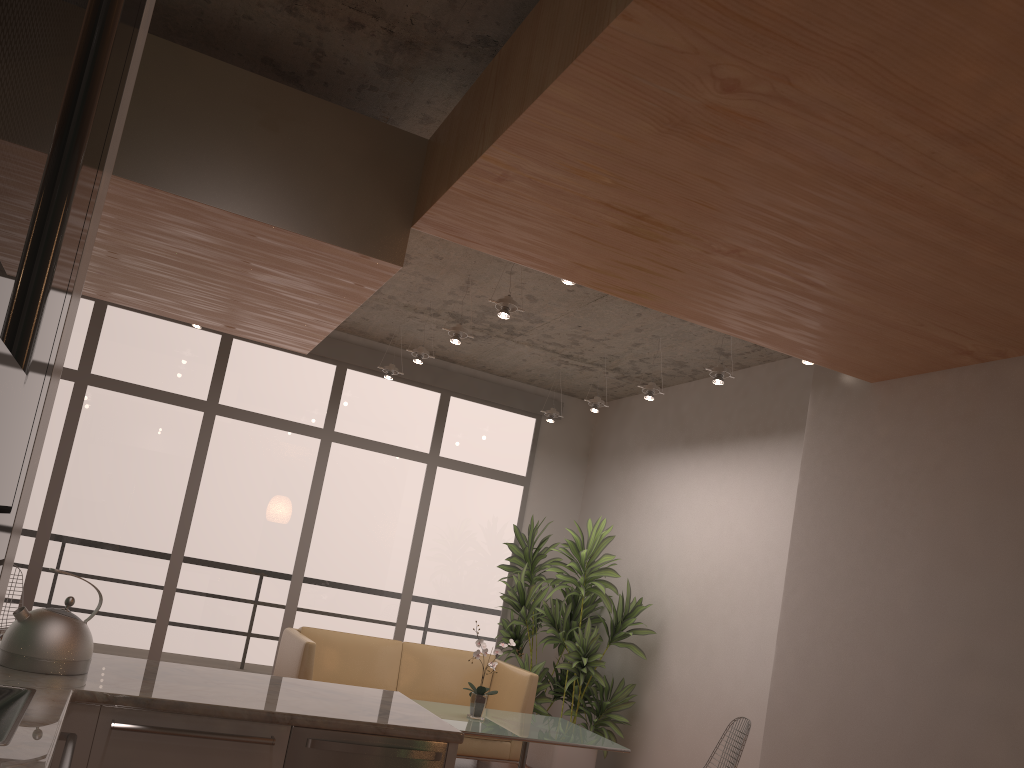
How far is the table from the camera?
5.0m

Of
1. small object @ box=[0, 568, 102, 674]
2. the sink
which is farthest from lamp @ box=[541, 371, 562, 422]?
the sink

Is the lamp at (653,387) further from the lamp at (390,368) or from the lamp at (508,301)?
the lamp at (390,368)

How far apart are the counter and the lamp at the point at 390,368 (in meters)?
4.19

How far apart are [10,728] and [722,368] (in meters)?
4.59

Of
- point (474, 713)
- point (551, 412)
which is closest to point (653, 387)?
point (551, 412)

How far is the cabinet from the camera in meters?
0.3 m

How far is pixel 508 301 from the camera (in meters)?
5.14

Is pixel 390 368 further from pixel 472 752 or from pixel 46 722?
pixel 46 722

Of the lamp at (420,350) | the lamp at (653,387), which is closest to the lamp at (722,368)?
the lamp at (653,387)
